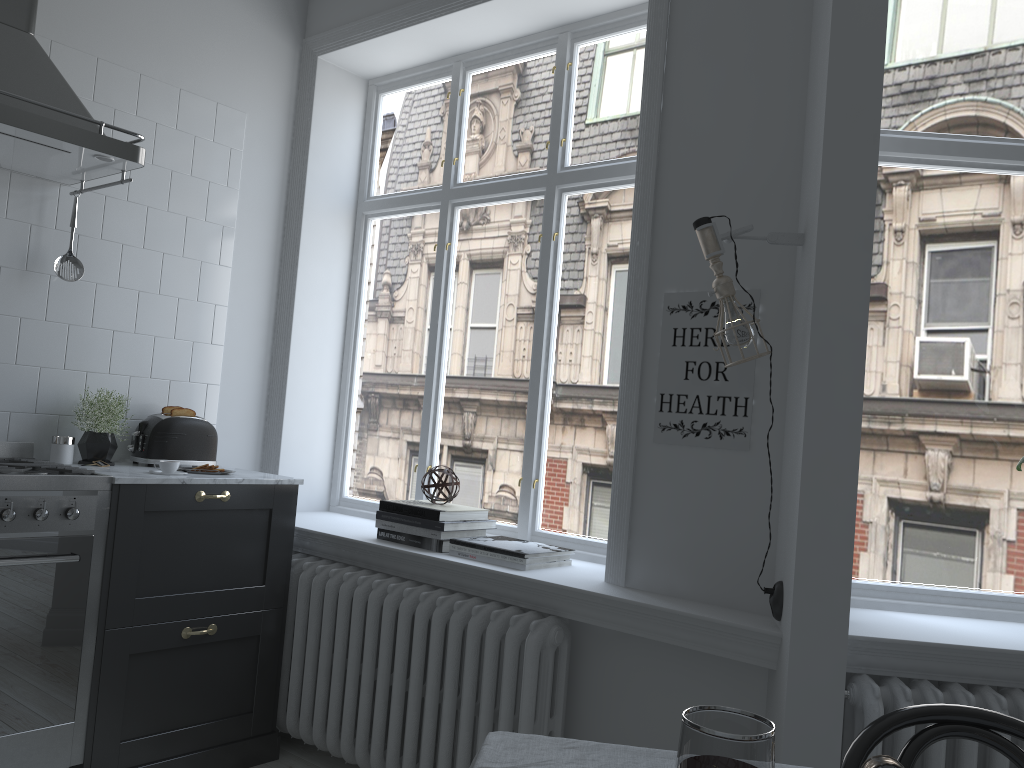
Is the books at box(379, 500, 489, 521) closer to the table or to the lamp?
the lamp

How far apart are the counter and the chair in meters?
2.3

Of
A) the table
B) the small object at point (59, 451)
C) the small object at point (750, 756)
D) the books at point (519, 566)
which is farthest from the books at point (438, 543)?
the small object at point (750, 756)

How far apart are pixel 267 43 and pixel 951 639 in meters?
3.5 m

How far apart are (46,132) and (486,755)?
2.3m

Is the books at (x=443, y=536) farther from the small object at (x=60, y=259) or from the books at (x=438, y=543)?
the small object at (x=60, y=259)

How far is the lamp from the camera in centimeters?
228cm

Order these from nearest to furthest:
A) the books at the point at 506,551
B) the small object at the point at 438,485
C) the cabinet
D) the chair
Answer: the chair
the cabinet
the books at the point at 506,551
the small object at the point at 438,485

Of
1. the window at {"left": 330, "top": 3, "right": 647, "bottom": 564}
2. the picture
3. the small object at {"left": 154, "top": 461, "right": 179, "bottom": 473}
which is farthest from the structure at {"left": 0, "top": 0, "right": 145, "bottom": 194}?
the picture

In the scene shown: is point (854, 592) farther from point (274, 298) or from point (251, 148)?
point (251, 148)
